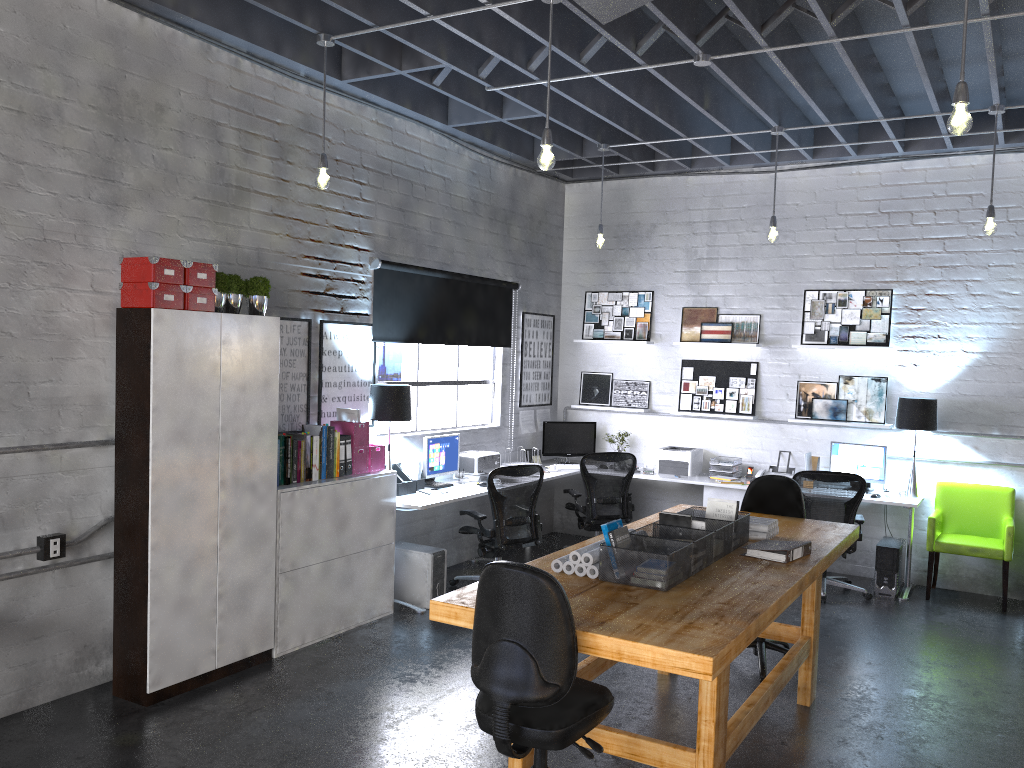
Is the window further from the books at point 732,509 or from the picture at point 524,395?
the books at point 732,509

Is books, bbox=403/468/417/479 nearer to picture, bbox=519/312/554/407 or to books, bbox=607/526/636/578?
picture, bbox=519/312/554/407

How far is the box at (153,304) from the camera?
4.5 meters

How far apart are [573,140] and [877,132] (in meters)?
2.60

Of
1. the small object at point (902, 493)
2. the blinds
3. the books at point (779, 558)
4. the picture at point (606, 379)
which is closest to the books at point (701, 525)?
the books at point (779, 558)

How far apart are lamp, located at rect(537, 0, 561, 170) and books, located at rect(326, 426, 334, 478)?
2.34m

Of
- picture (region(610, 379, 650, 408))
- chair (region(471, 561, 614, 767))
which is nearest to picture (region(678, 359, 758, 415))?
picture (region(610, 379, 650, 408))

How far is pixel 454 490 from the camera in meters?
6.8 m

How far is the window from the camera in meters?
7.1

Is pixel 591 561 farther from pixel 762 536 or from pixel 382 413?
pixel 382 413
